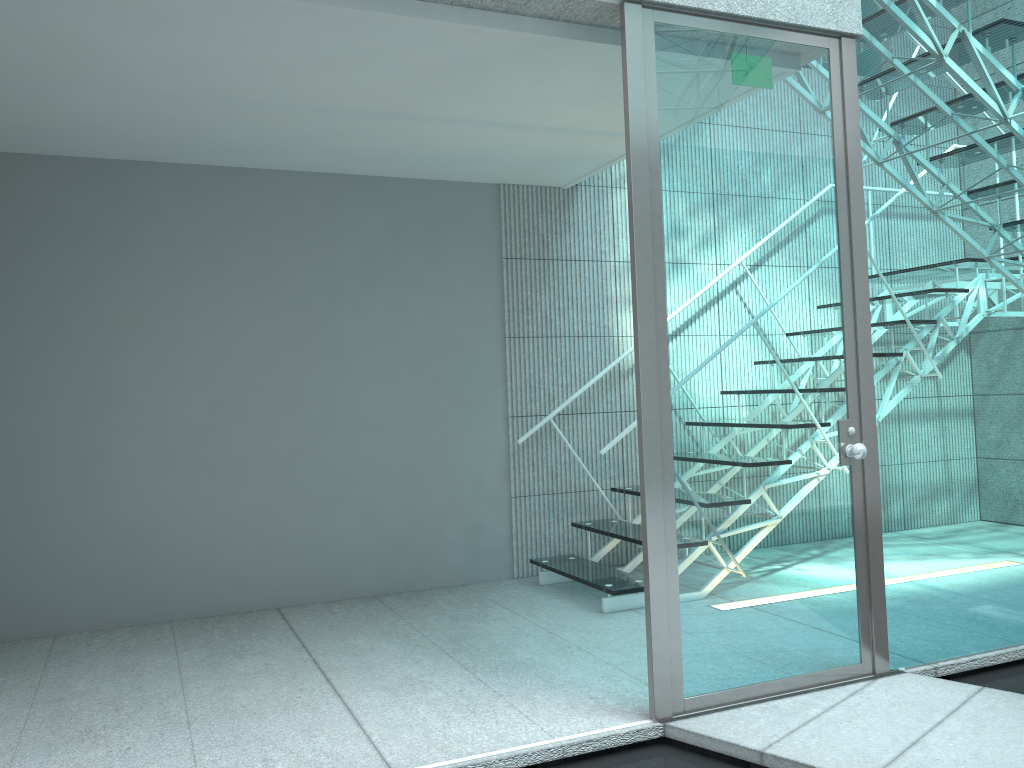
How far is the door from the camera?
2.5m

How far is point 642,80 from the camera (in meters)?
2.53

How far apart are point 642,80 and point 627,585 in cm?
209

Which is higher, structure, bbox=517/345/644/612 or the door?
the door

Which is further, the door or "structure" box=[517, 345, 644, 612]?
"structure" box=[517, 345, 644, 612]

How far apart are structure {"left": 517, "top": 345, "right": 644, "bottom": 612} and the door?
1.00m

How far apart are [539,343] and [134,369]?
1.9m

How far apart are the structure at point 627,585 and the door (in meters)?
1.00

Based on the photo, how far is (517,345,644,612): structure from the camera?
3.7m

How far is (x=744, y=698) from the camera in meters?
2.6 m
